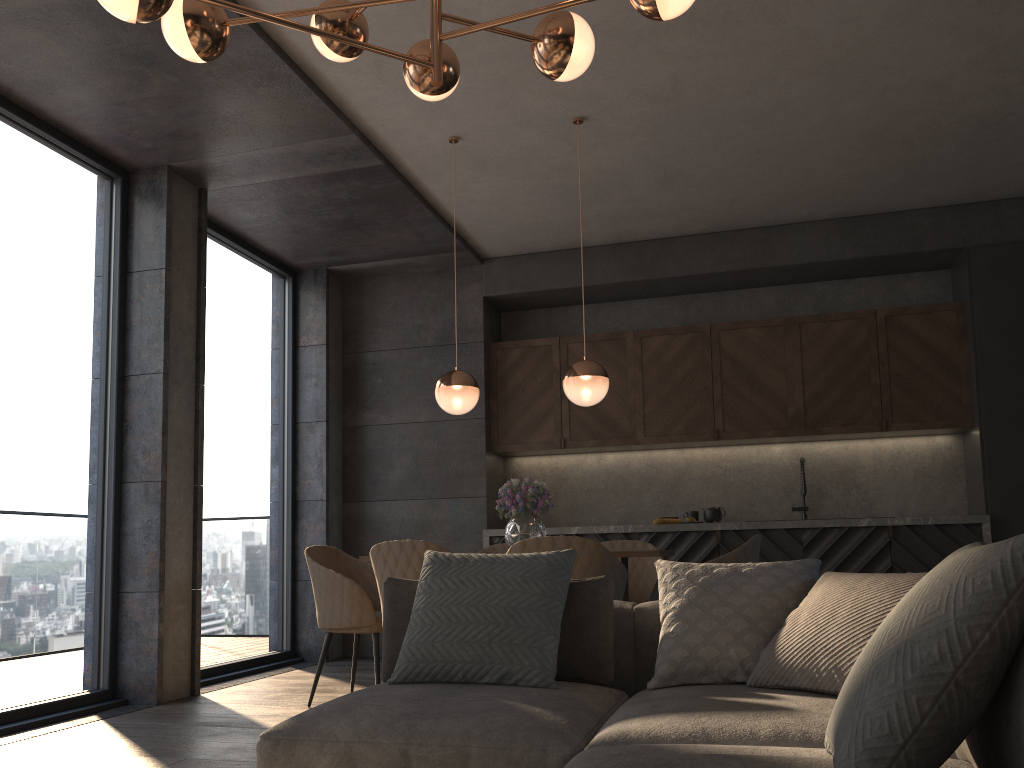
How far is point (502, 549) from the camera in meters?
5.3 m

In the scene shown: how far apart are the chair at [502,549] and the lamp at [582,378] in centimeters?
126cm

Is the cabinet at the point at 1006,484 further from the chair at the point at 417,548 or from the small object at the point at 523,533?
the chair at the point at 417,548

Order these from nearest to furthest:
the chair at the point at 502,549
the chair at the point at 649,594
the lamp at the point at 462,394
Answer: the lamp at the point at 462,394 < the chair at the point at 649,594 < the chair at the point at 502,549

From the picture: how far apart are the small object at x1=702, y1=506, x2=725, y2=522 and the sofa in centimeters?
365cm

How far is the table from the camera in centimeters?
391cm

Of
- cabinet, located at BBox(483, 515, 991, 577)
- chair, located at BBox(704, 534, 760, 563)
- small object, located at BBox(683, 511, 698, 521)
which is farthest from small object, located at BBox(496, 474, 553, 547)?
small object, located at BBox(683, 511, 698, 521)

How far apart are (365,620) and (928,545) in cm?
363

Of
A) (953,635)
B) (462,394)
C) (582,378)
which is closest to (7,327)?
(462,394)

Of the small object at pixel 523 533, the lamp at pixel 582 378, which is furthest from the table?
the lamp at pixel 582 378
